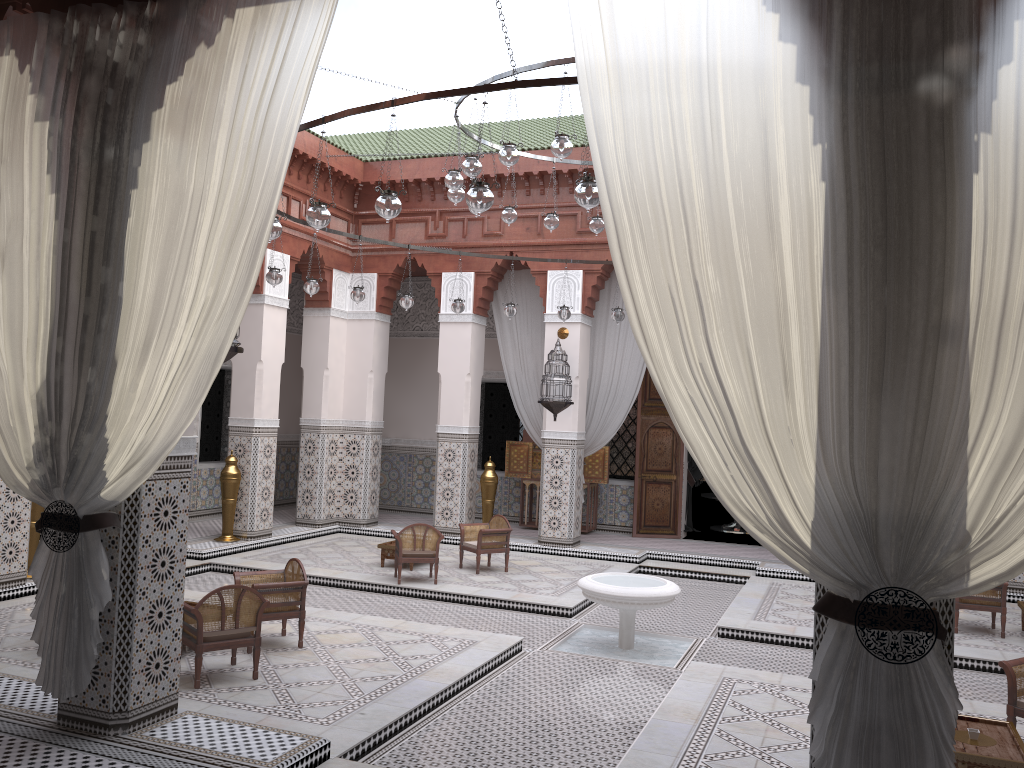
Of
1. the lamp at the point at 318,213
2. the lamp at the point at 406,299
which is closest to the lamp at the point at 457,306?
the lamp at the point at 406,299

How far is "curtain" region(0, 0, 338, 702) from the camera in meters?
2.0

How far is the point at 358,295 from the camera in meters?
4.7 m

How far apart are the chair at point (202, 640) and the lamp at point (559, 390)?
2.83m

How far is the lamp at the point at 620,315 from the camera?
5.1m

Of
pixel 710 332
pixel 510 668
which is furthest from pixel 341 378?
pixel 710 332

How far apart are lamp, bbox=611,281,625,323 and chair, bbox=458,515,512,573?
1.3 meters

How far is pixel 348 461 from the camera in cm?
627

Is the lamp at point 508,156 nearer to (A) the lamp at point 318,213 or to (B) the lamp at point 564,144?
(B) the lamp at point 564,144

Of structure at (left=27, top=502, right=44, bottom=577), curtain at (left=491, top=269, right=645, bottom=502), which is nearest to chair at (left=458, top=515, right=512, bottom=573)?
curtain at (left=491, top=269, right=645, bottom=502)
